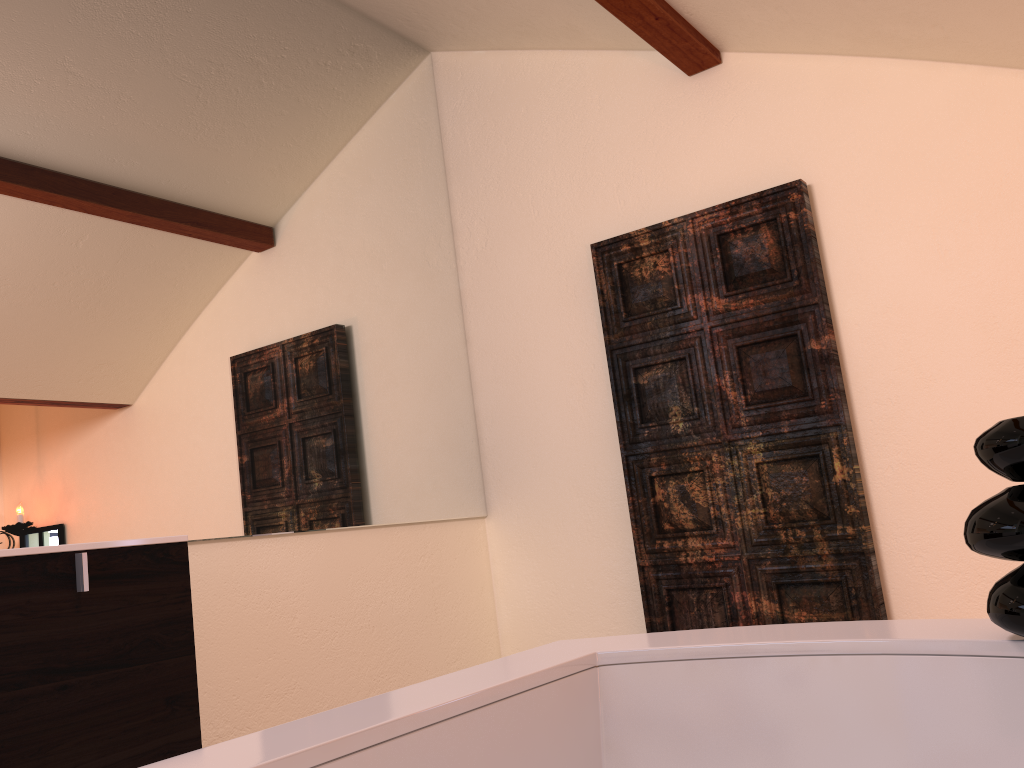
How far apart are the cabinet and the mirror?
0.4m

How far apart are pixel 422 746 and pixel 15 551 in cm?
92

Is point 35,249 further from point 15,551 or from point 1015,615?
point 1015,615

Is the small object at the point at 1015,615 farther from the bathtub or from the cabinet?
the cabinet

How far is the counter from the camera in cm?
137

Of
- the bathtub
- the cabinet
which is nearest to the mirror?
the cabinet

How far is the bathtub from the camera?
0.8 meters

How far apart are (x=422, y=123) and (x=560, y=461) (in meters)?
1.30

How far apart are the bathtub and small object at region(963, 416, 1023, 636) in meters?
0.0

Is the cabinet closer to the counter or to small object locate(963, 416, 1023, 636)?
the counter
